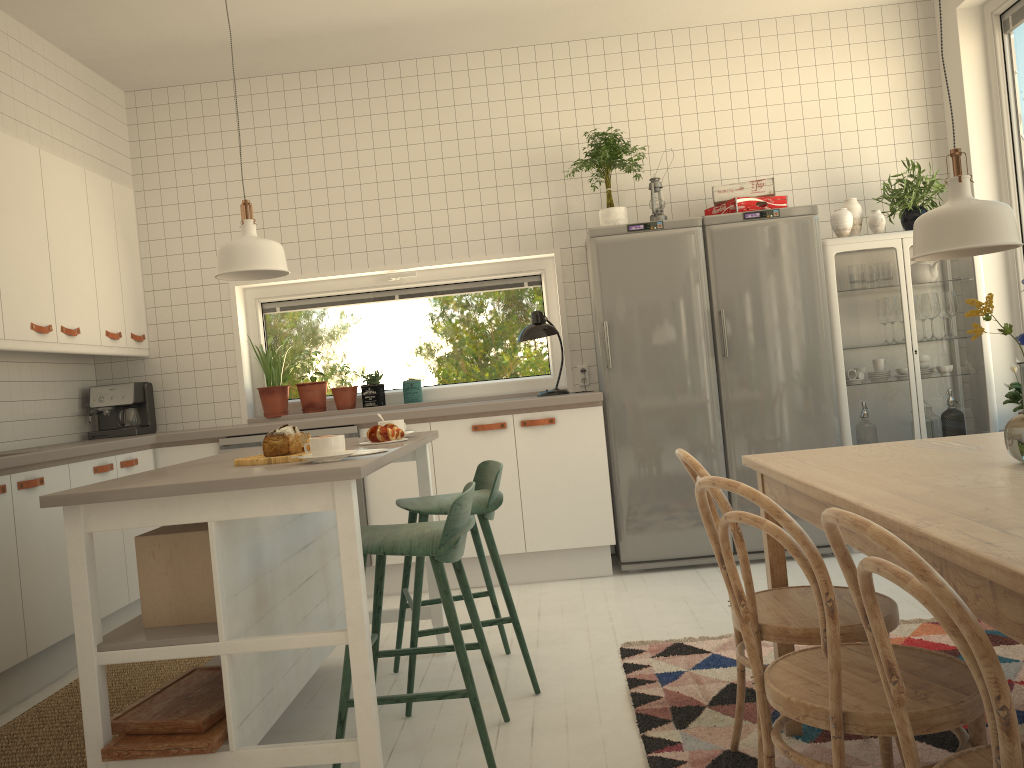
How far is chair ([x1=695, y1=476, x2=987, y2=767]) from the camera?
1.47m

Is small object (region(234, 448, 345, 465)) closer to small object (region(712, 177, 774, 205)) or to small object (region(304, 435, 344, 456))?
small object (region(304, 435, 344, 456))

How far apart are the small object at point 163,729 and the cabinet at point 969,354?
3.2m

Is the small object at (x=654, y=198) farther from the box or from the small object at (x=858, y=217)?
the box

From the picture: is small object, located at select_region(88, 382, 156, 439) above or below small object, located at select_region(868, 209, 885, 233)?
below

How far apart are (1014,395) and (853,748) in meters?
2.6

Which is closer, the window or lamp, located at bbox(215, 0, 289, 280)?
lamp, located at bbox(215, 0, 289, 280)

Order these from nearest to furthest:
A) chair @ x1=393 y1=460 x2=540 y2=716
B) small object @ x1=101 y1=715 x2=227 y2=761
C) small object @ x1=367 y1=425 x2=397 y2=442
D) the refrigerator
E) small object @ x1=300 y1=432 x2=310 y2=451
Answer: small object @ x1=101 y1=715 x2=227 y2=761 → small object @ x1=300 y1=432 x2=310 y2=451 → chair @ x1=393 y1=460 x2=540 y2=716 → small object @ x1=367 y1=425 x2=397 y2=442 → the refrigerator

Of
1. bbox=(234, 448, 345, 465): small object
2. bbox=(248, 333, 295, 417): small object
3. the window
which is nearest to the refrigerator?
the window

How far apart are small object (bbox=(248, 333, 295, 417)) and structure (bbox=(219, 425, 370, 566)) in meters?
0.6 m
